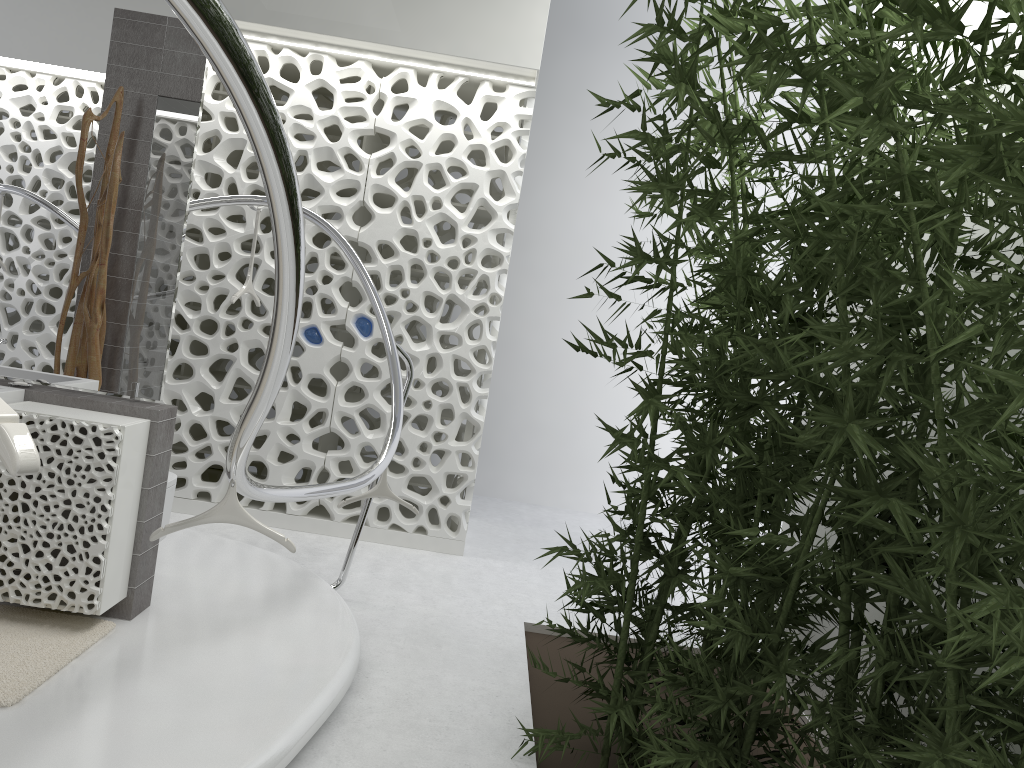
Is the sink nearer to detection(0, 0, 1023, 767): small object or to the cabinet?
the cabinet

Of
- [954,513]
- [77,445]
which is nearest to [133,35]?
[77,445]

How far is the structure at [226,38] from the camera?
1.19m

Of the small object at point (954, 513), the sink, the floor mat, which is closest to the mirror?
the sink

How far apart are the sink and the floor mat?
0.8 meters

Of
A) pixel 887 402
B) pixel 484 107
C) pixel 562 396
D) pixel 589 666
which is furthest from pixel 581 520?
pixel 887 402

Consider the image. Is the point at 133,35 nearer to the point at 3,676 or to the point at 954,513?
the point at 3,676

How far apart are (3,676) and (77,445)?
0.8 meters

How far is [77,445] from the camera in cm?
321

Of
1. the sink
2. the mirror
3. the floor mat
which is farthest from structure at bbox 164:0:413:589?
the sink
